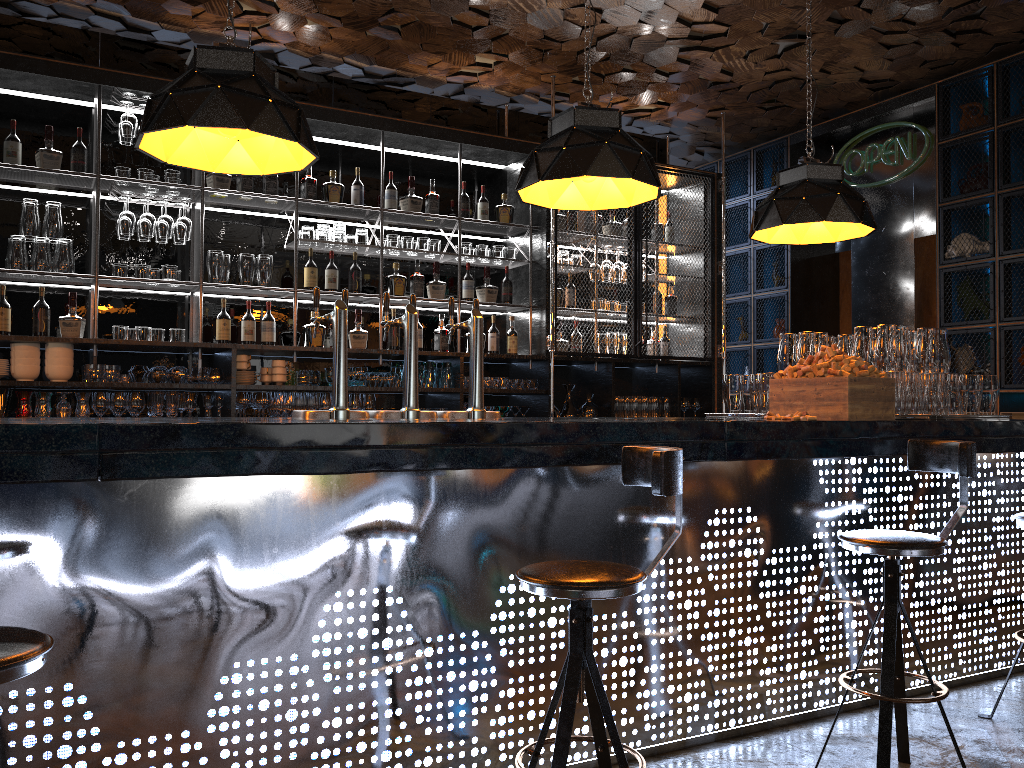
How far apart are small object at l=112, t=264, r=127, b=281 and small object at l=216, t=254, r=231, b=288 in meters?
0.6

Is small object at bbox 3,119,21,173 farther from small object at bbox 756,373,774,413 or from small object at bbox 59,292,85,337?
small object at bbox 756,373,774,413

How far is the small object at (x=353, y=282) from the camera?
5.8m

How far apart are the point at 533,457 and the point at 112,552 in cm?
121

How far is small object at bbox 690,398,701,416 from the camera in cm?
697

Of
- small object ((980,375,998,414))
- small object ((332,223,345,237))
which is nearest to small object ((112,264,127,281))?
small object ((332,223,345,237))

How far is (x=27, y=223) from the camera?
4.9m

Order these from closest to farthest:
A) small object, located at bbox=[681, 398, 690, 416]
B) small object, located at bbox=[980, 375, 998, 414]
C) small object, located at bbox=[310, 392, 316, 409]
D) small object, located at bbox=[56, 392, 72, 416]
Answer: small object, located at bbox=[980, 375, 998, 414] < small object, located at bbox=[56, 392, 72, 416] < small object, located at bbox=[310, 392, 316, 409] < small object, located at bbox=[681, 398, 690, 416]

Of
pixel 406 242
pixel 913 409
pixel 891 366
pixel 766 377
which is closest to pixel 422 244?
pixel 406 242

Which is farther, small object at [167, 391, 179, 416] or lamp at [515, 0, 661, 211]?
small object at [167, 391, 179, 416]
